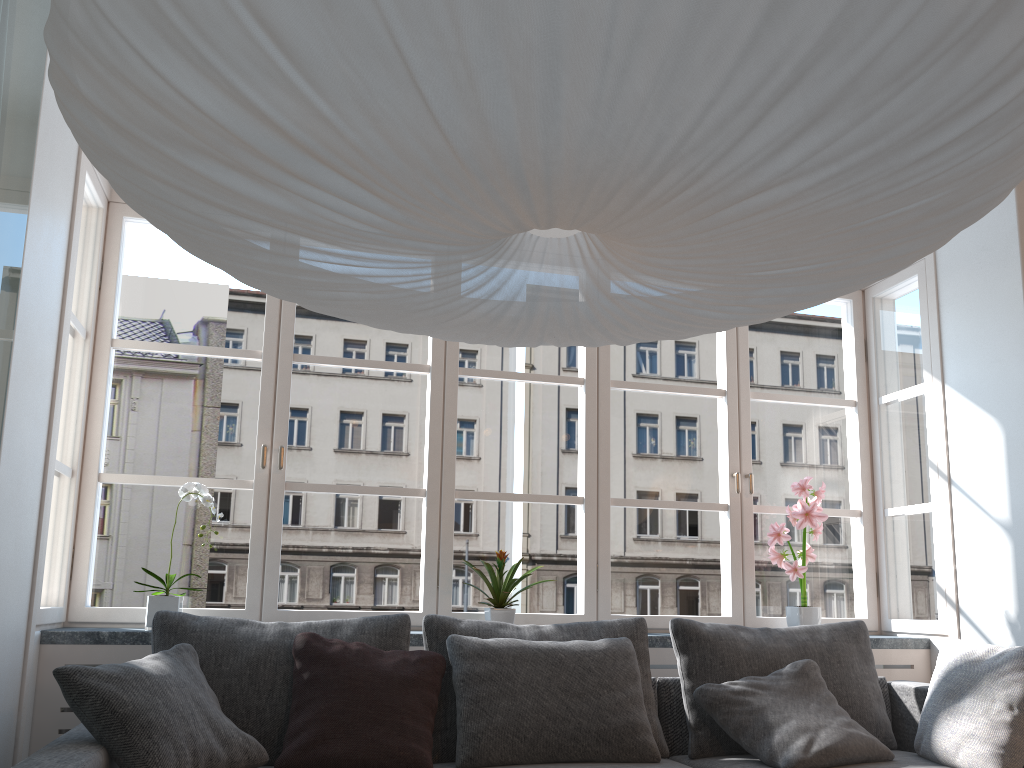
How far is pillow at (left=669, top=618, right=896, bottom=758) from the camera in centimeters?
299cm

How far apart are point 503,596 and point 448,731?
0.69m

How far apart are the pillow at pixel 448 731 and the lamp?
1.4 meters

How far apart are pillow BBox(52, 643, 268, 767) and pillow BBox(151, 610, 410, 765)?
0.1 meters

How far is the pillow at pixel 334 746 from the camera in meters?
2.5 m

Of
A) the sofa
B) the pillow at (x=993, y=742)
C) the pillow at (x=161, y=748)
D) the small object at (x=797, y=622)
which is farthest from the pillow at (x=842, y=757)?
the pillow at (x=161, y=748)

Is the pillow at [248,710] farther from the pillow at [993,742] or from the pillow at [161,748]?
the pillow at [993,742]

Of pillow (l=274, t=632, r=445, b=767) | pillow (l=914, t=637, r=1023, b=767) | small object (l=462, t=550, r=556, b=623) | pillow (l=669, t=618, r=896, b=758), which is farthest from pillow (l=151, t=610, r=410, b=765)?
pillow (l=914, t=637, r=1023, b=767)

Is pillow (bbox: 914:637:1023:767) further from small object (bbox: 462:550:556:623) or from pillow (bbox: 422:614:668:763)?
small object (bbox: 462:550:556:623)

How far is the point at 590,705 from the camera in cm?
276
